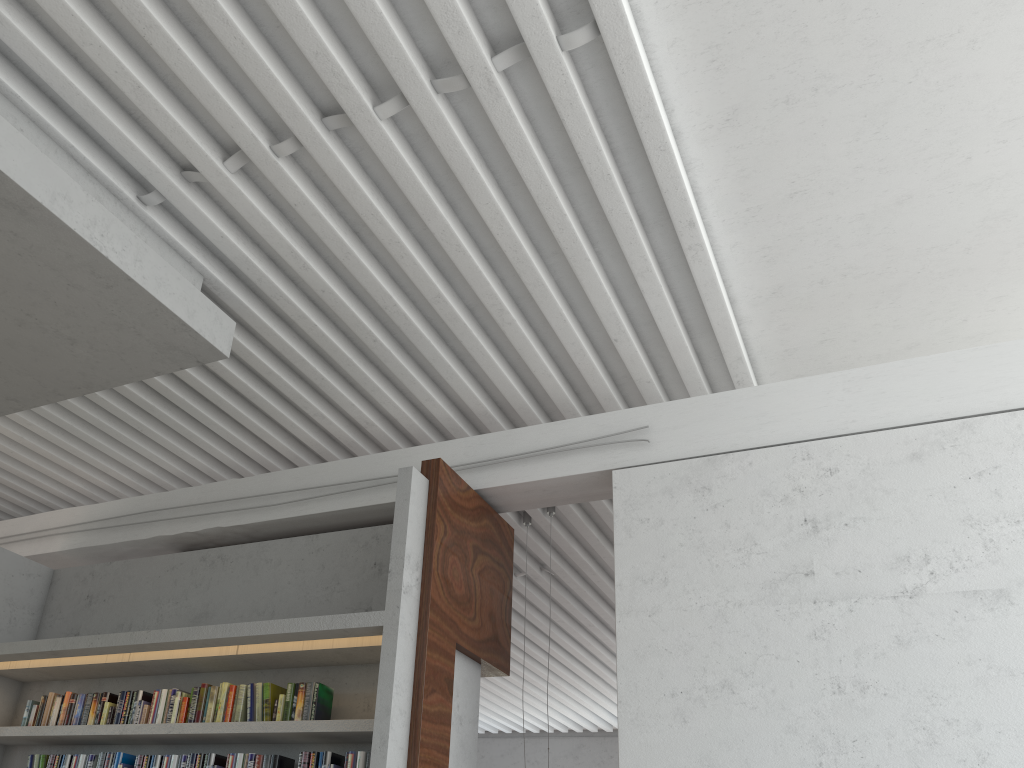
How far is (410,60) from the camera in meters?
3.4
